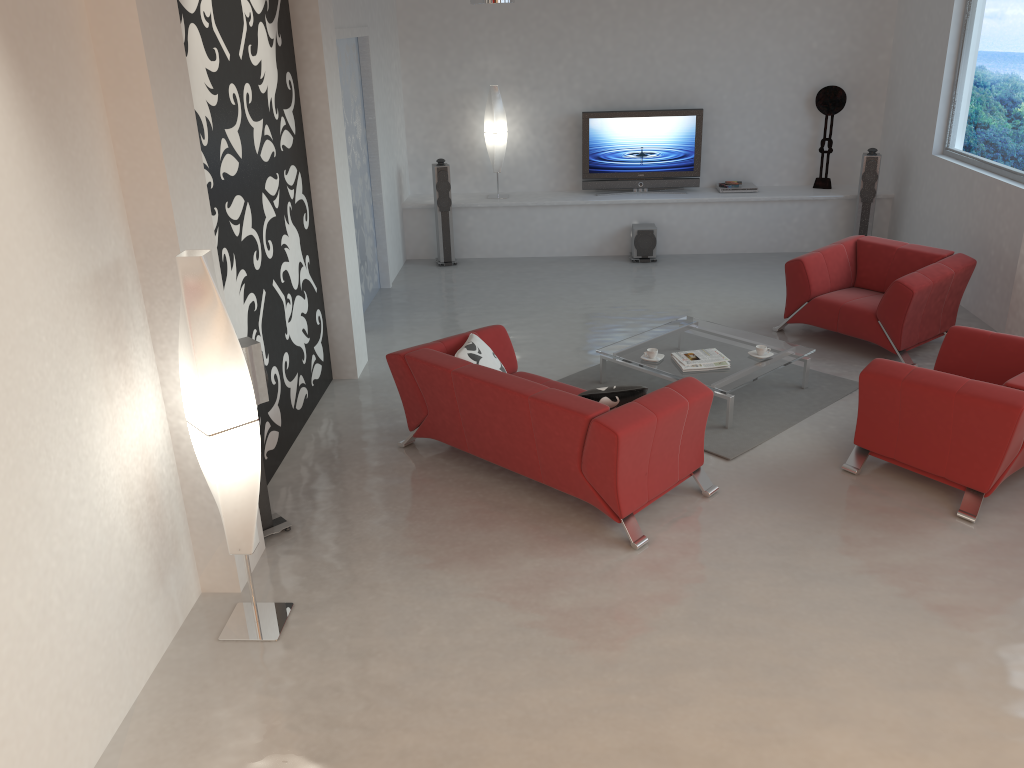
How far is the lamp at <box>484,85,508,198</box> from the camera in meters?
9.9

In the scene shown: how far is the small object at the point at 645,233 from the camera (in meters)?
9.81

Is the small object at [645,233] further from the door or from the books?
the books

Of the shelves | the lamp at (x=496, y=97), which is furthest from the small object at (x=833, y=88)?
the lamp at (x=496, y=97)

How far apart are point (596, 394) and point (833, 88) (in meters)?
6.76

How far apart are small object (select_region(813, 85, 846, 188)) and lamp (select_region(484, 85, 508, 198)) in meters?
3.5

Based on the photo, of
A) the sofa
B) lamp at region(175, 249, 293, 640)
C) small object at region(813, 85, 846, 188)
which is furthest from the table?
small object at region(813, 85, 846, 188)

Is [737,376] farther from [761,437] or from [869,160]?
[869,160]

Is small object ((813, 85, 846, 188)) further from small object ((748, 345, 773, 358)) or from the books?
the books

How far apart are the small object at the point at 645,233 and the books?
3.7 meters
